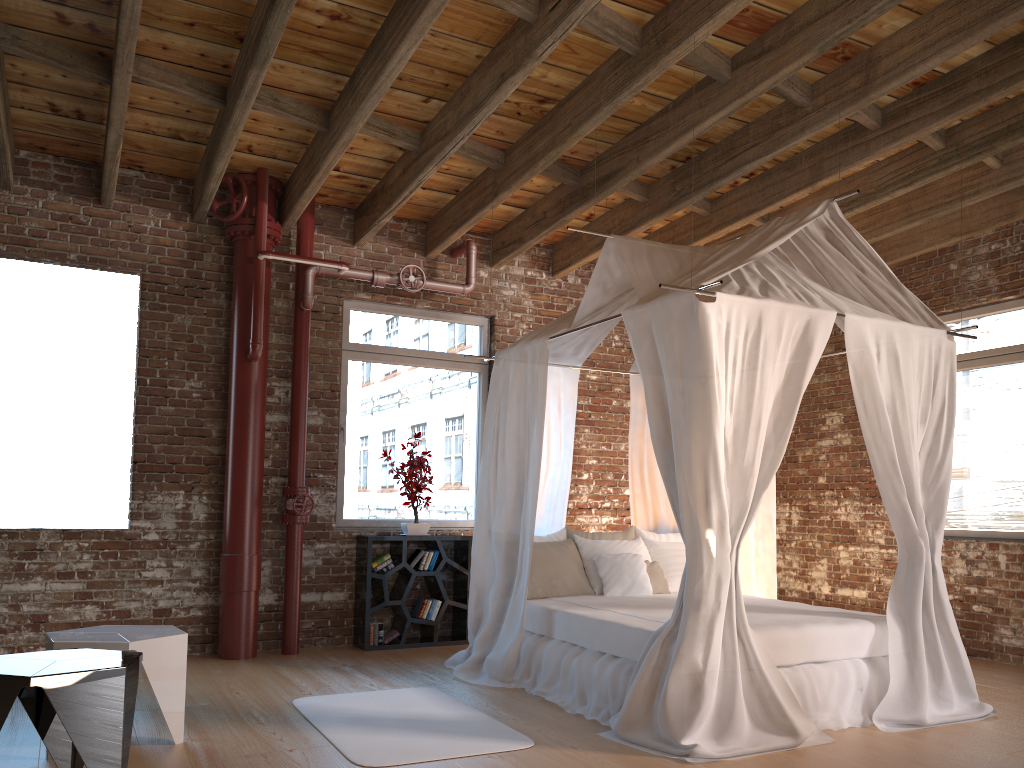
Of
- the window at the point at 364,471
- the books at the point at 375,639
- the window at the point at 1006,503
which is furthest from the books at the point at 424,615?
the window at the point at 1006,503

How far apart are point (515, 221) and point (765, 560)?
3.3m

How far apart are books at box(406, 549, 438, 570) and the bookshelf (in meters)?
0.04

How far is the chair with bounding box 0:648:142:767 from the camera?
3.0 meters

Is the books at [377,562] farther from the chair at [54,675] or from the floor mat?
the chair at [54,675]

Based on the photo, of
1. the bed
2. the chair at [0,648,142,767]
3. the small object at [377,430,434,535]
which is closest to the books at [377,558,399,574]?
the small object at [377,430,434,535]

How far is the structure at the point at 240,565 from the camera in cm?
609

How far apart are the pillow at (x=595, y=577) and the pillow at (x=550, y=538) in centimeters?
13cm

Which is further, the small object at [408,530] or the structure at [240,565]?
the small object at [408,530]

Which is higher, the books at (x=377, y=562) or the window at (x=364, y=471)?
the window at (x=364, y=471)
